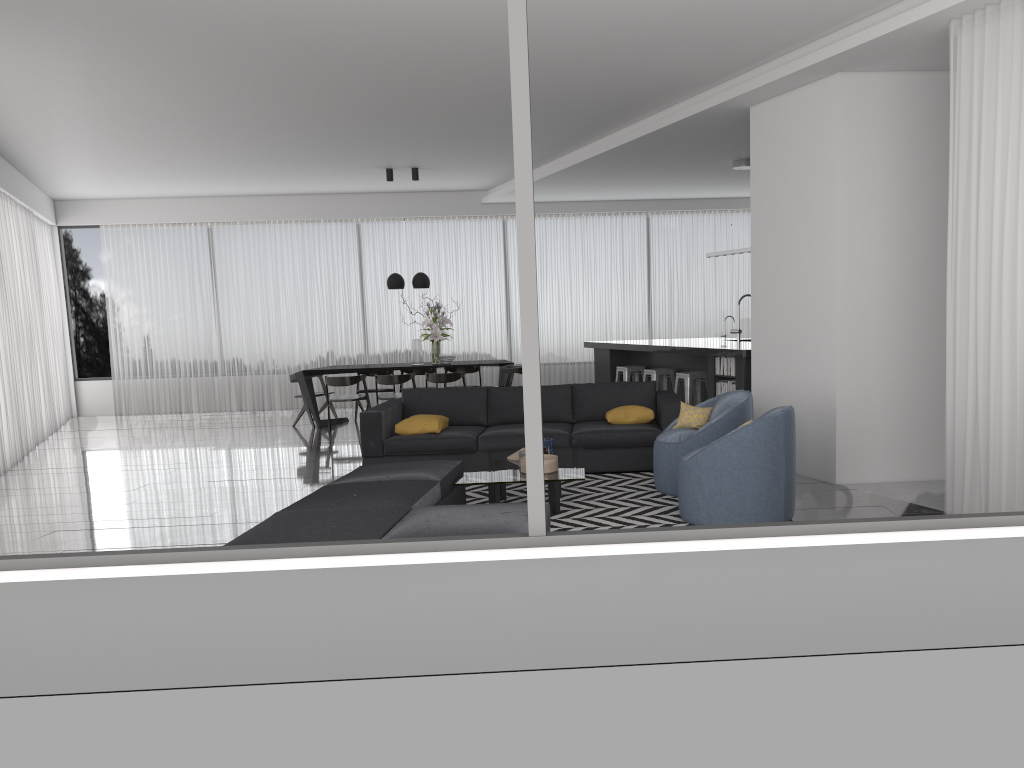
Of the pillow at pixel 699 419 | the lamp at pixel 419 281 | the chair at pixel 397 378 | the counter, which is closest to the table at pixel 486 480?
the pillow at pixel 699 419

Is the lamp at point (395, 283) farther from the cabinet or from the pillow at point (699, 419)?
the pillow at point (699, 419)

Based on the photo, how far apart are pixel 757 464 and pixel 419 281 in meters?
7.0

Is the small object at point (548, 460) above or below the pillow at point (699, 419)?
below

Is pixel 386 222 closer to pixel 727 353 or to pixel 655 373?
pixel 655 373

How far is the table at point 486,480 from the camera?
5.61m

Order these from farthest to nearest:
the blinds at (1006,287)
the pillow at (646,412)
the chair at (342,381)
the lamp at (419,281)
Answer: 1. the lamp at (419,281)
2. the chair at (342,381)
3. the pillow at (646,412)
4. the blinds at (1006,287)

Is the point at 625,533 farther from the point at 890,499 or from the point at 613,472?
the point at 613,472

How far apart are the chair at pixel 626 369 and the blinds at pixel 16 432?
6.83m

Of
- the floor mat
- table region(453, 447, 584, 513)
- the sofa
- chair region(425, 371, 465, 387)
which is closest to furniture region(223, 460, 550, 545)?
table region(453, 447, 584, 513)
